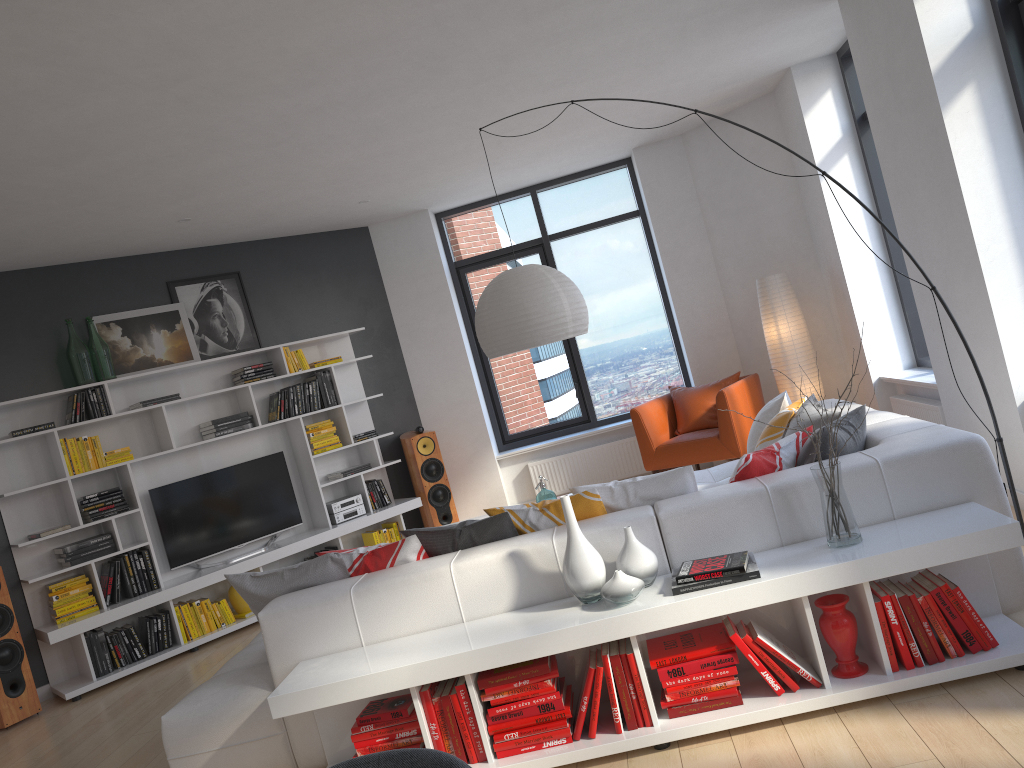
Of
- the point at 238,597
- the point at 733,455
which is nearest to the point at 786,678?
the point at 733,455

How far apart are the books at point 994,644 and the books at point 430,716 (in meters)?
1.83

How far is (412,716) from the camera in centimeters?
322cm

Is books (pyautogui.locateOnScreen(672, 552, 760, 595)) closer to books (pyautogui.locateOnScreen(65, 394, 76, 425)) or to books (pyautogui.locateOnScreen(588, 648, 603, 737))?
books (pyautogui.locateOnScreen(588, 648, 603, 737))

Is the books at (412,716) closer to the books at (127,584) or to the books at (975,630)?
the books at (975,630)

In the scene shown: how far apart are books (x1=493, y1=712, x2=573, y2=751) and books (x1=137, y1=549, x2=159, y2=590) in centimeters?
416cm

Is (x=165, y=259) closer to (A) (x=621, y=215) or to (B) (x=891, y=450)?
(A) (x=621, y=215)

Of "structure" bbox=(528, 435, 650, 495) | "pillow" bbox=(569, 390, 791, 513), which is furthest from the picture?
"pillow" bbox=(569, 390, 791, 513)

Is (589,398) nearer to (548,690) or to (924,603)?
(548,690)

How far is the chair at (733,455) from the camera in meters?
6.8
